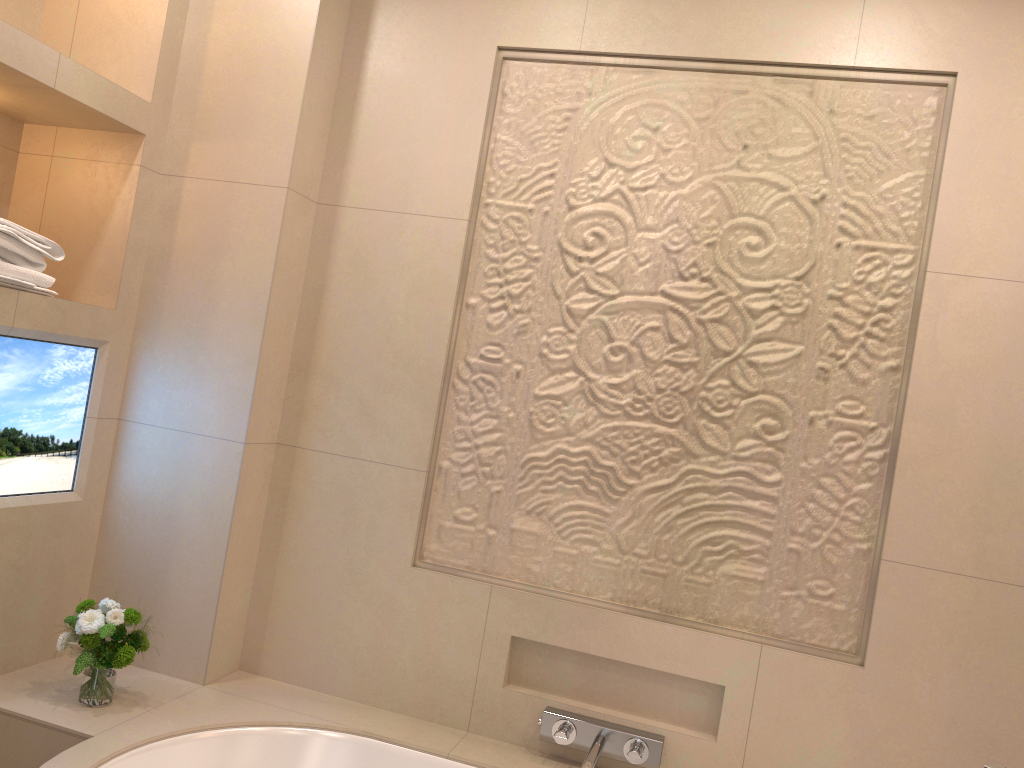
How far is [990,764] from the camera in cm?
169

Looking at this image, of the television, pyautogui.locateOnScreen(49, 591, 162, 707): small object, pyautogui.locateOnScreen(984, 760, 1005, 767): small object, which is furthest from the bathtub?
pyautogui.locateOnScreen(984, 760, 1005, 767): small object

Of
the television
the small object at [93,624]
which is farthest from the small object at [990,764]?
the television

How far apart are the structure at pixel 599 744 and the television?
1.3m

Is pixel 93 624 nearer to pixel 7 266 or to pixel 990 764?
pixel 7 266

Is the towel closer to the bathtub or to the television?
the television

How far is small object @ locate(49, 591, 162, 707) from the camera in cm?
192

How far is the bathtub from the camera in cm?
185

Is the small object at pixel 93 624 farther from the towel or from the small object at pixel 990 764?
the small object at pixel 990 764

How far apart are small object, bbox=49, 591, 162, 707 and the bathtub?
0.01m
